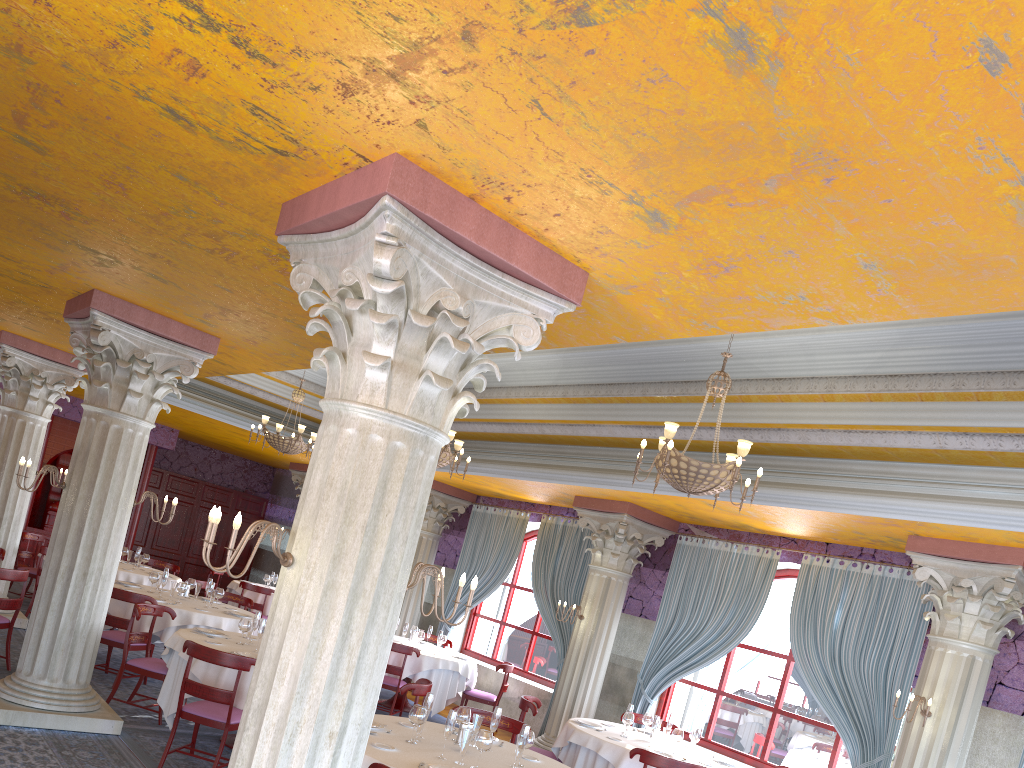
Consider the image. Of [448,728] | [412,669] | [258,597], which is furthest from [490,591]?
[448,728]

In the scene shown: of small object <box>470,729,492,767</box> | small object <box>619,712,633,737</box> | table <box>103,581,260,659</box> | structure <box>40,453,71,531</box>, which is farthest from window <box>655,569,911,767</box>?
structure <box>40,453,71,531</box>

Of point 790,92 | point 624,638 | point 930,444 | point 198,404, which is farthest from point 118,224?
point 198,404

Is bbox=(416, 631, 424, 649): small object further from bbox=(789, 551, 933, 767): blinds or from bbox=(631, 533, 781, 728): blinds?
bbox=(789, 551, 933, 767): blinds

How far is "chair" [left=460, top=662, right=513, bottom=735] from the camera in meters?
11.9 m

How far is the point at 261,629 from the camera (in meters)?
7.83

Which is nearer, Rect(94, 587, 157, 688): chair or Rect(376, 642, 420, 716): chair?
Rect(94, 587, 157, 688): chair

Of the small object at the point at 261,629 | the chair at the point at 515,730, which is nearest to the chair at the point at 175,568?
the small object at the point at 261,629

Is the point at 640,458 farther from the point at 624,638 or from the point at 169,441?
the point at 169,441

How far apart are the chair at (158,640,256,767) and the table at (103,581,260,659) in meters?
2.7 m
